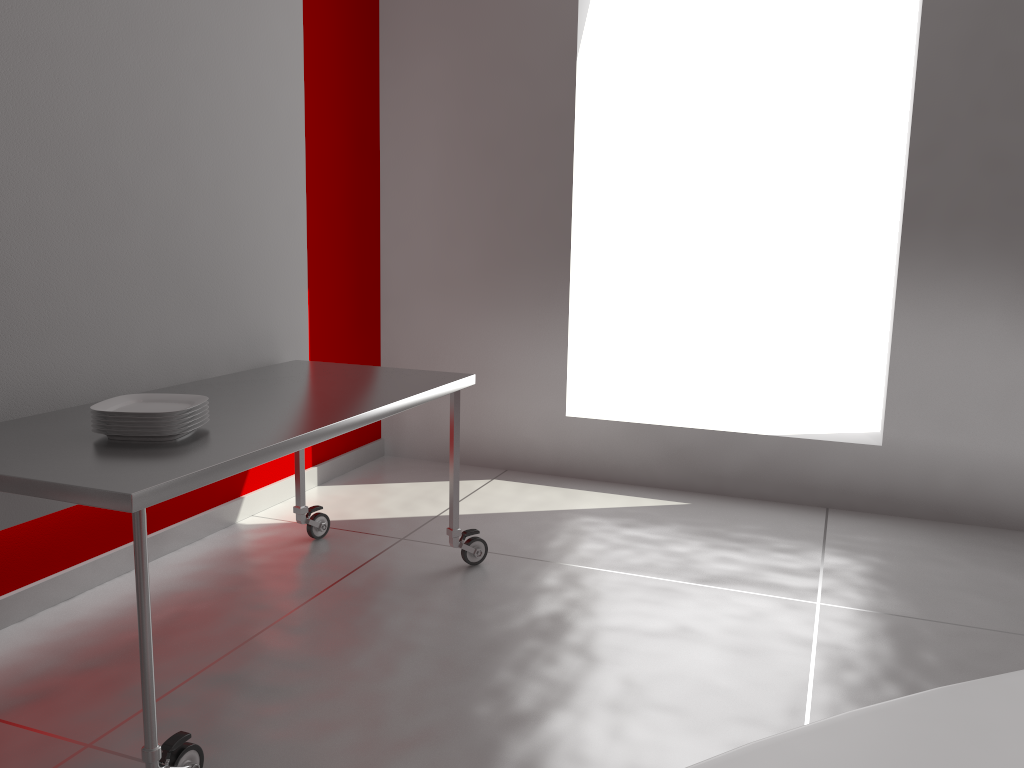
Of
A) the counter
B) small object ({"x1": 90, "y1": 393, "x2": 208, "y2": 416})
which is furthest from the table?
the counter

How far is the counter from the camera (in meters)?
0.46

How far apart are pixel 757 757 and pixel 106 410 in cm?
184

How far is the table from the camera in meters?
1.7

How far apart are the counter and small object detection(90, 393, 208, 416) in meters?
1.7

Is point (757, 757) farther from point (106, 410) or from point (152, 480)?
point (106, 410)

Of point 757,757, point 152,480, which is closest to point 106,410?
point 152,480

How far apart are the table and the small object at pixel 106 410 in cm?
6

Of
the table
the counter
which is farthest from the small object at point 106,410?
the counter

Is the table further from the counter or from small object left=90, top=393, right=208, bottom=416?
the counter
